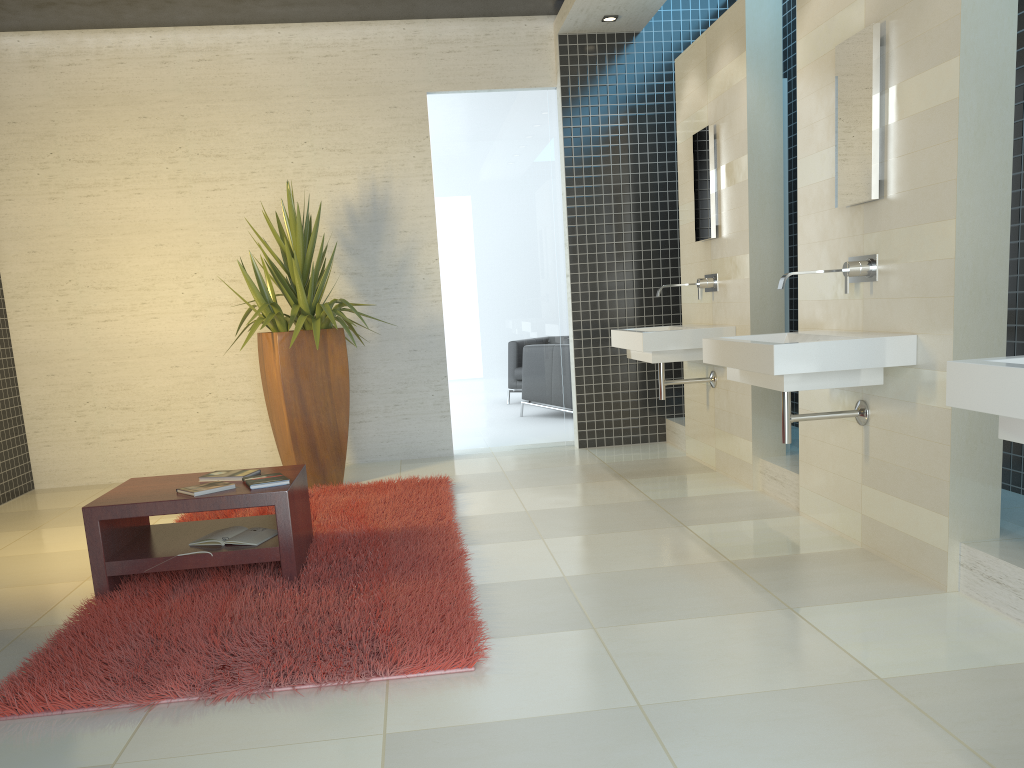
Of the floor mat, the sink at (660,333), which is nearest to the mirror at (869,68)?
the sink at (660,333)

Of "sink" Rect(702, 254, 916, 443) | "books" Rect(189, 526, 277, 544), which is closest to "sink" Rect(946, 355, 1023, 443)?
"sink" Rect(702, 254, 916, 443)

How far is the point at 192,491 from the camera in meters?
3.7 m

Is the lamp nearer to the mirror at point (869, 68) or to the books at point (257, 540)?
the mirror at point (869, 68)

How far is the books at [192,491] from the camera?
3.7m

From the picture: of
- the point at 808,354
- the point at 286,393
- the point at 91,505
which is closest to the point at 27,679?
the point at 91,505

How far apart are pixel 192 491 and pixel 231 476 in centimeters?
31cm

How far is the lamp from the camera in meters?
6.5

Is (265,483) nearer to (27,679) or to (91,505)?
(91,505)

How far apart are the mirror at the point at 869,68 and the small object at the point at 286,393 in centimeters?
311cm
